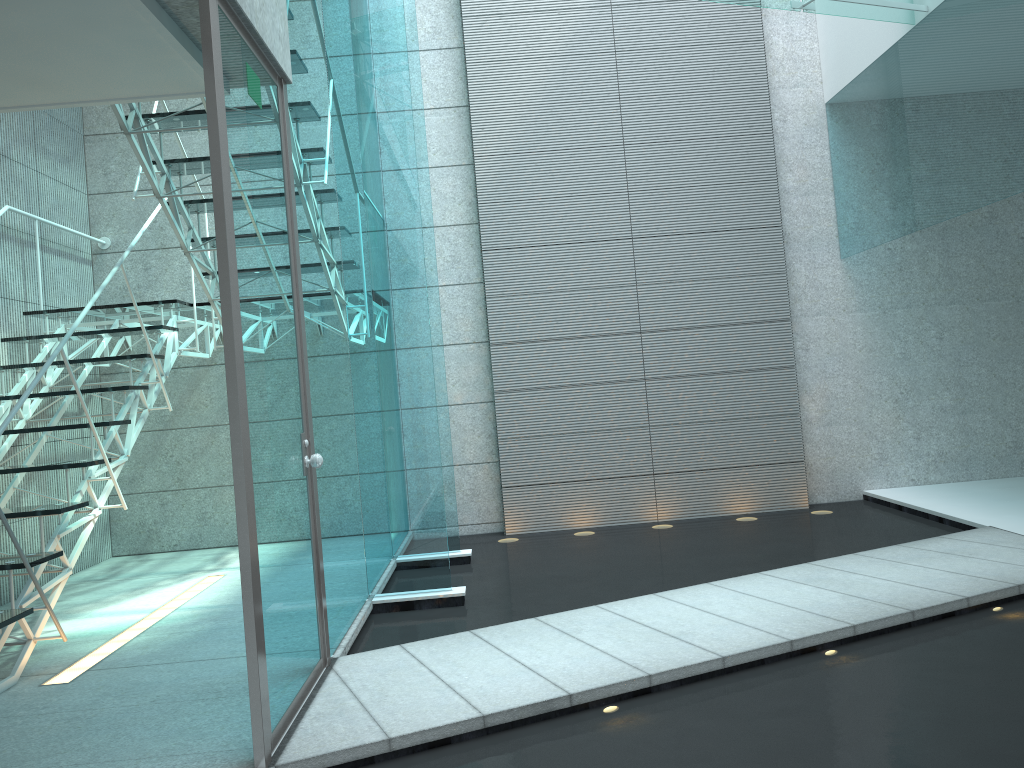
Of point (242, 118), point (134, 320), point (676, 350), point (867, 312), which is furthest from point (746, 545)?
point (134, 320)

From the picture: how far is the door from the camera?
2.3 meters

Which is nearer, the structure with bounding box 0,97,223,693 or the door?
the door

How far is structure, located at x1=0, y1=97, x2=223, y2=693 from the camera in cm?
329

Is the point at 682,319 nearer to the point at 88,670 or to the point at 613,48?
the point at 613,48

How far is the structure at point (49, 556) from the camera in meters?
3.3

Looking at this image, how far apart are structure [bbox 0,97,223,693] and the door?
0.8 meters
